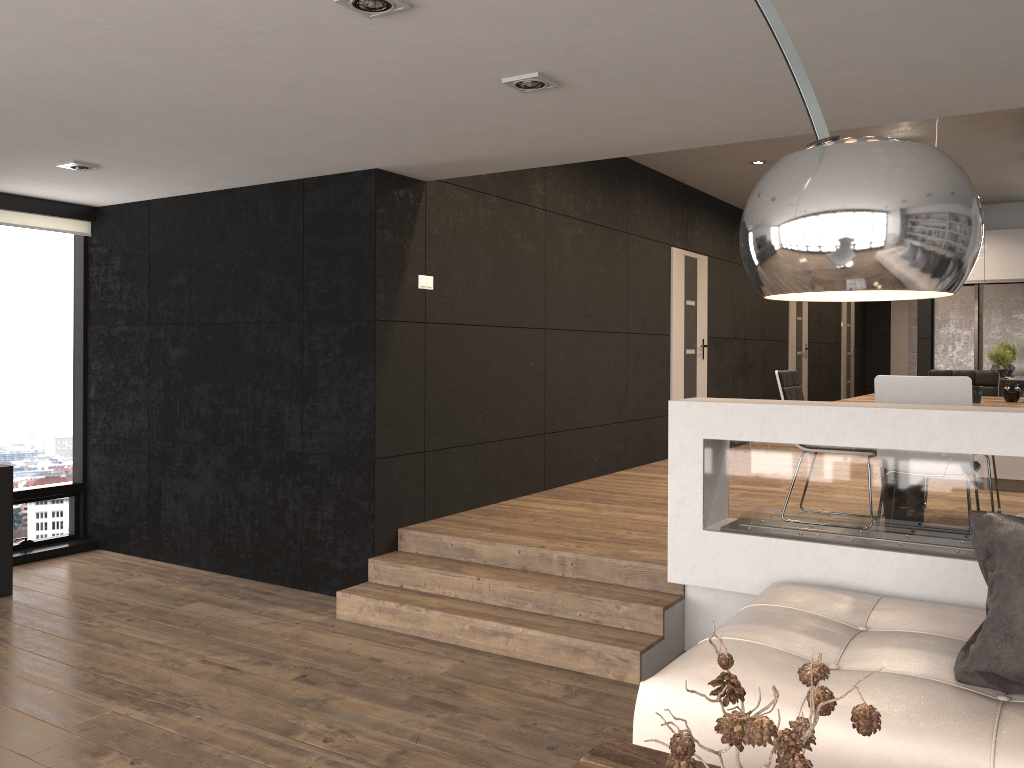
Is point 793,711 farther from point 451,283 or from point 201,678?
point 451,283

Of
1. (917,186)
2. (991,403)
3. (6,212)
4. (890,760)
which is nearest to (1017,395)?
(991,403)

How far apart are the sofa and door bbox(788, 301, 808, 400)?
9.28m

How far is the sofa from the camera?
2.2m

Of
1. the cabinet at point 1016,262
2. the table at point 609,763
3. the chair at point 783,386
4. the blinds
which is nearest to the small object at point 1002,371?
the cabinet at point 1016,262

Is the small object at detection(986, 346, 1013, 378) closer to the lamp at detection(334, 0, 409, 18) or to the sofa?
the sofa

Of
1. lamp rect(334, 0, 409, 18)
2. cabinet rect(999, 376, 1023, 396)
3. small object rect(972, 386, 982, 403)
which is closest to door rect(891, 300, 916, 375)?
cabinet rect(999, 376, 1023, 396)

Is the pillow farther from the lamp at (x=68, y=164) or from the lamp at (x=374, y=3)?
the lamp at (x=68, y=164)

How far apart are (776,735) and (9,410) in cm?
624

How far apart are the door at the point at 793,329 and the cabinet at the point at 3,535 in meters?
10.0 m
